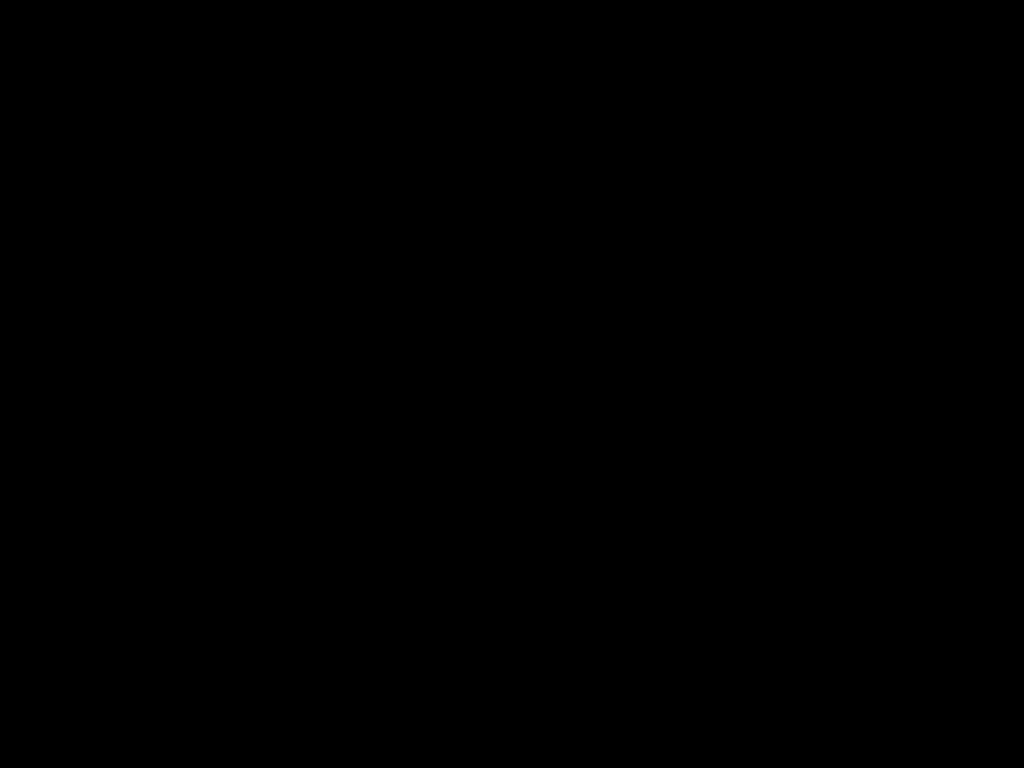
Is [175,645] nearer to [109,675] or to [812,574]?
[109,675]
